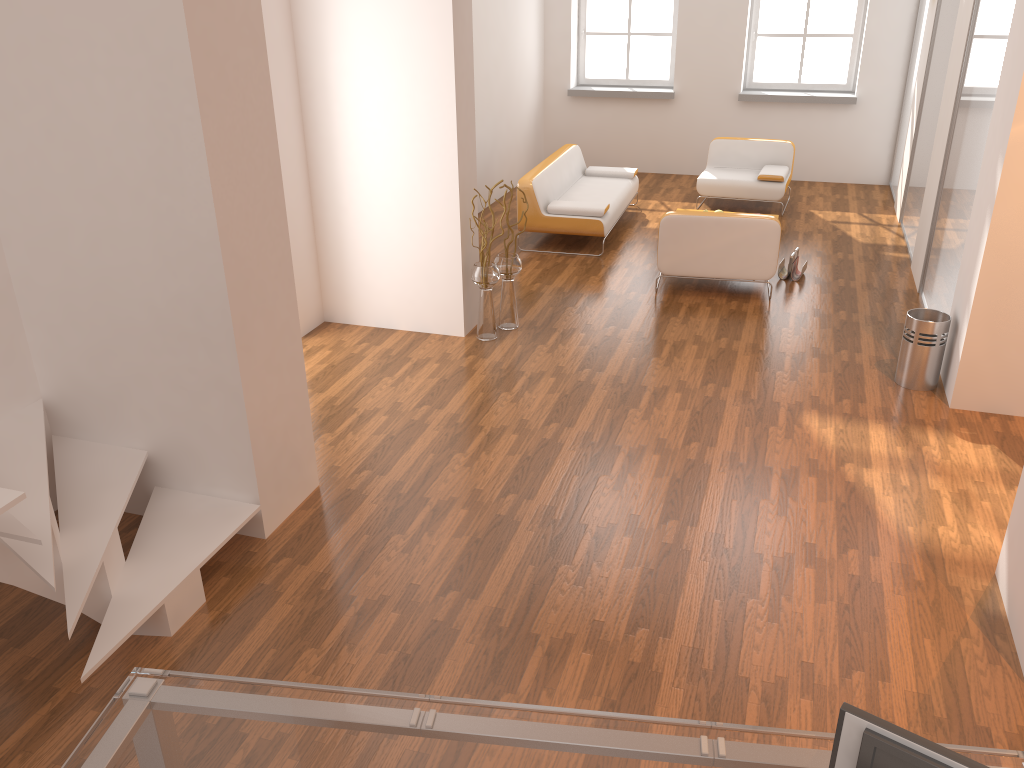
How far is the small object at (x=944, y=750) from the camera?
1.5m

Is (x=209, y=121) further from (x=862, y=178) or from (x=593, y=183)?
(x=862, y=178)

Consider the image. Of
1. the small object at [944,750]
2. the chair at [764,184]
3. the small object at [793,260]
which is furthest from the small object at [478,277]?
the small object at [944,750]

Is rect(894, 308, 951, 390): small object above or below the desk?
below

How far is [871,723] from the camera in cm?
155

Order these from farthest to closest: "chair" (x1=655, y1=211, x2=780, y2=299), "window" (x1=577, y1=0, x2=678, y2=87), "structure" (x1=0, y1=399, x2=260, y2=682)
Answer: "window" (x1=577, y1=0, x2=678, y2=87)
"chair" (x1=655, y1=211, x2=780, y2=299)
"structure" (x1=0, y1=399, x2=260, y2=682)

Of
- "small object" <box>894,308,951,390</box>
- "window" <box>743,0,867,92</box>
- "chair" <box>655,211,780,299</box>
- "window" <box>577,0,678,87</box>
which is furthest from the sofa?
"small object" <box>894,308,951,390</box>

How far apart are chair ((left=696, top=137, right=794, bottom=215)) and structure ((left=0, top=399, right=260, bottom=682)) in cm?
683

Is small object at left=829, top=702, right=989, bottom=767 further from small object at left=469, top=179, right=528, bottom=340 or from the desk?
small object at left=469, top=179, right=528, bottom=340

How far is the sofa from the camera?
8.00m
